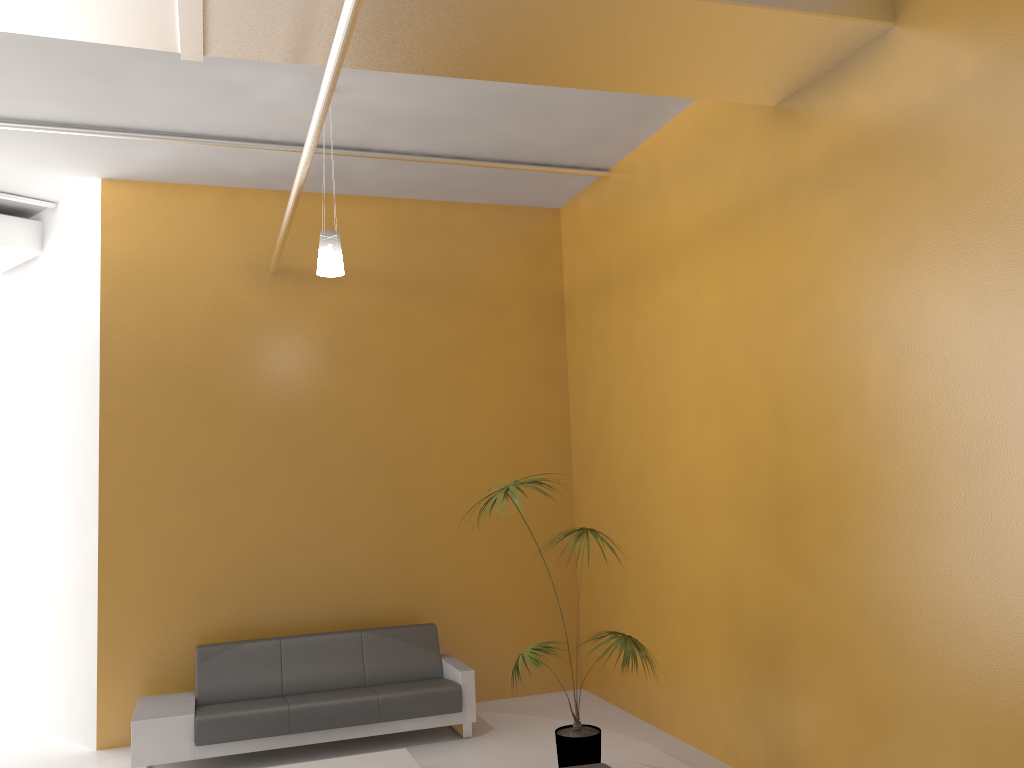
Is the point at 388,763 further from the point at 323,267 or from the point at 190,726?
the point at 323,267

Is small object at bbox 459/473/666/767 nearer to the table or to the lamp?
the table

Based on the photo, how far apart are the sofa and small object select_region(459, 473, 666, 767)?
1.0m

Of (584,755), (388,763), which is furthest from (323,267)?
(584,755)

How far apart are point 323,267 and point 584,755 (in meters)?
3.39

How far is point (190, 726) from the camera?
6.0 meters

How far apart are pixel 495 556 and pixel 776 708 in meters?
3.2

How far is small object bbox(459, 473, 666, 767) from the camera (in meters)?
5.31

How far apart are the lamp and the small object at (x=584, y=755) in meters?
1.7

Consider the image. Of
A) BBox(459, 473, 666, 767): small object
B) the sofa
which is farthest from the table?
BBox(459, 473, 666, 767): small object
